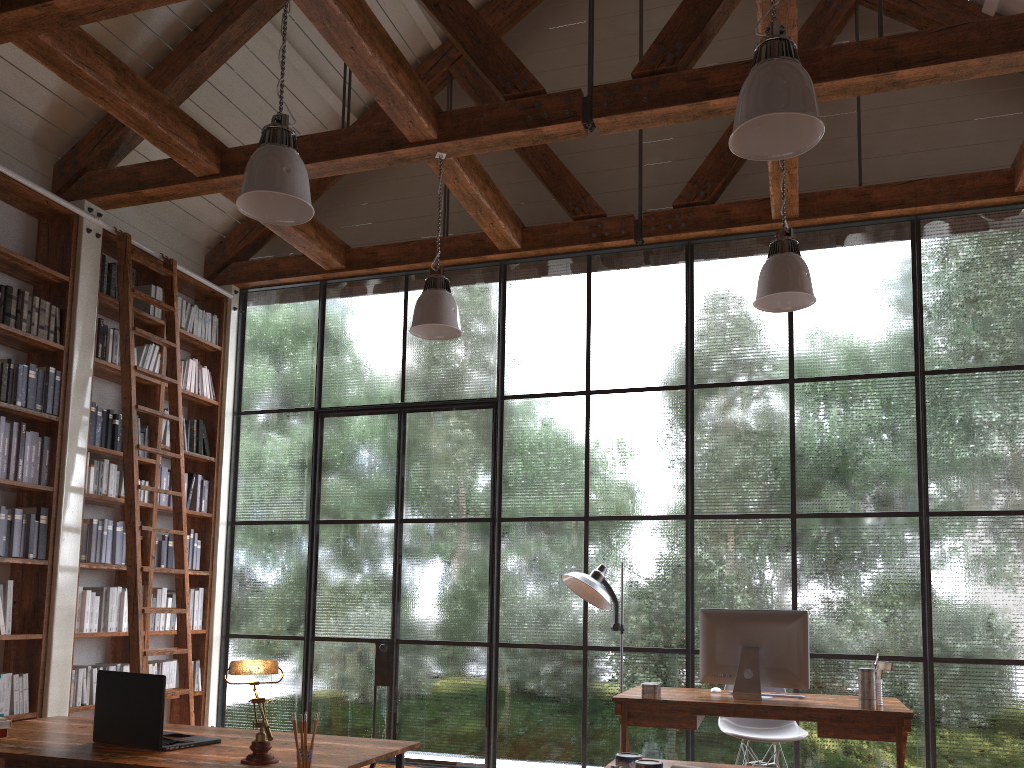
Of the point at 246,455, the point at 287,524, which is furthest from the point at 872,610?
the point at 246,455

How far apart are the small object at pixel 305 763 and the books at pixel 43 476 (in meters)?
3.64

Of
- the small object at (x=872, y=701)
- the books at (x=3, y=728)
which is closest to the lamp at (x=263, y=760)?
the books at (x=3, y=728)

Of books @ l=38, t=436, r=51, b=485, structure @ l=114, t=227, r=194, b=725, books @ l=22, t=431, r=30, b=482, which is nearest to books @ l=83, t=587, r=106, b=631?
structure @ l=114, t=227, r=194, b=725

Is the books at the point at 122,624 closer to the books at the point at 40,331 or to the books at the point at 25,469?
the books at the point at 25,469

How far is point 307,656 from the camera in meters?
6.3

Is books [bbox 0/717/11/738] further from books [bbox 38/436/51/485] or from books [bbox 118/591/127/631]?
books [bbox 118/591/127/631]

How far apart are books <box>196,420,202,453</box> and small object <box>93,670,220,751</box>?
3.9 meters

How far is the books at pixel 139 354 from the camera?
6.1 meters

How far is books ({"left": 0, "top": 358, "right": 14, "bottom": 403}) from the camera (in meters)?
5.04
